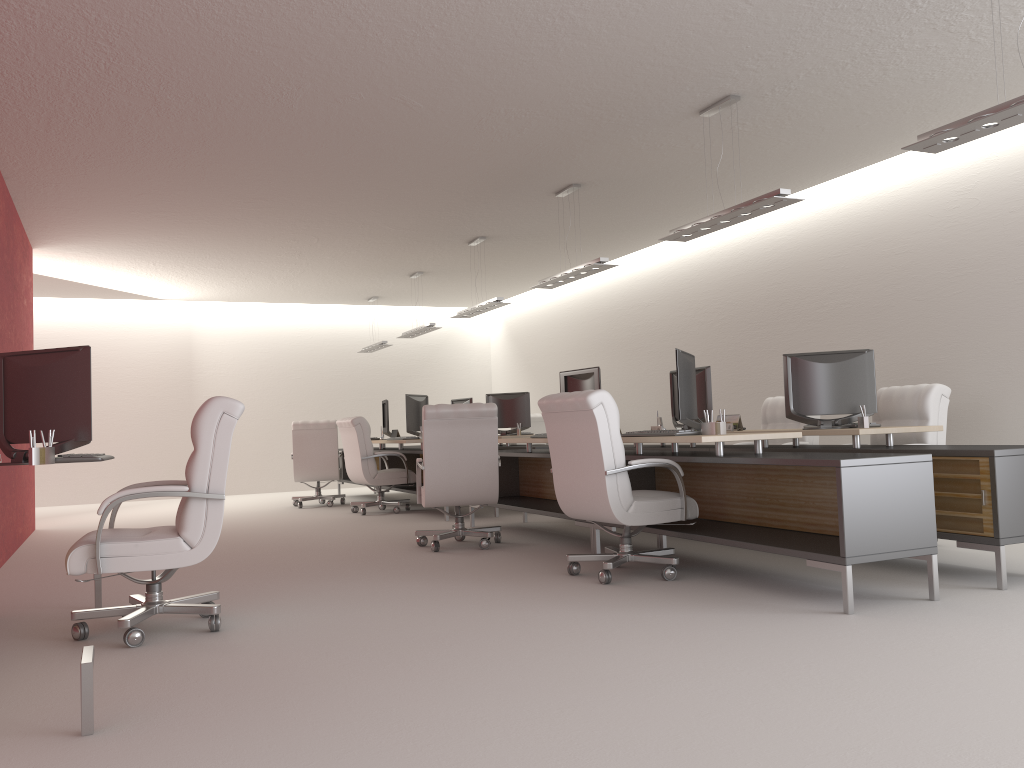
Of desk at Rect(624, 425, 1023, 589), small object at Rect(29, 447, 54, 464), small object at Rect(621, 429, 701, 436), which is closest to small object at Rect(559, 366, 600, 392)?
desk at Rect(624, 425, 1023, 589)

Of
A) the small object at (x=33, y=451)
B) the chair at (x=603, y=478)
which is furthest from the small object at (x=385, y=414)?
the small object at (x=33, y=451)

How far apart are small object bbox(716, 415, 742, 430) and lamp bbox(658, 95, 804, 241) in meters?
2.1 m

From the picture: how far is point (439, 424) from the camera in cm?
975

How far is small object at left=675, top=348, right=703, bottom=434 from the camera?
7.8m

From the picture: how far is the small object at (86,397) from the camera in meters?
5.9

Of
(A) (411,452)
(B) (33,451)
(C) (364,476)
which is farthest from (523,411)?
(B) (33,451)

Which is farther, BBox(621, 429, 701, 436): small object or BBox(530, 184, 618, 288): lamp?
BBox(530, 184, 618, 288): lamp

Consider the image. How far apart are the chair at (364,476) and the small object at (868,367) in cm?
752

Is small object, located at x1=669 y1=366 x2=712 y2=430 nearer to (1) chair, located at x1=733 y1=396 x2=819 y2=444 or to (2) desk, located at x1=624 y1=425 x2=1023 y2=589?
(2) desk, located at x1=624 y1=425 x2=1023 y2=589
